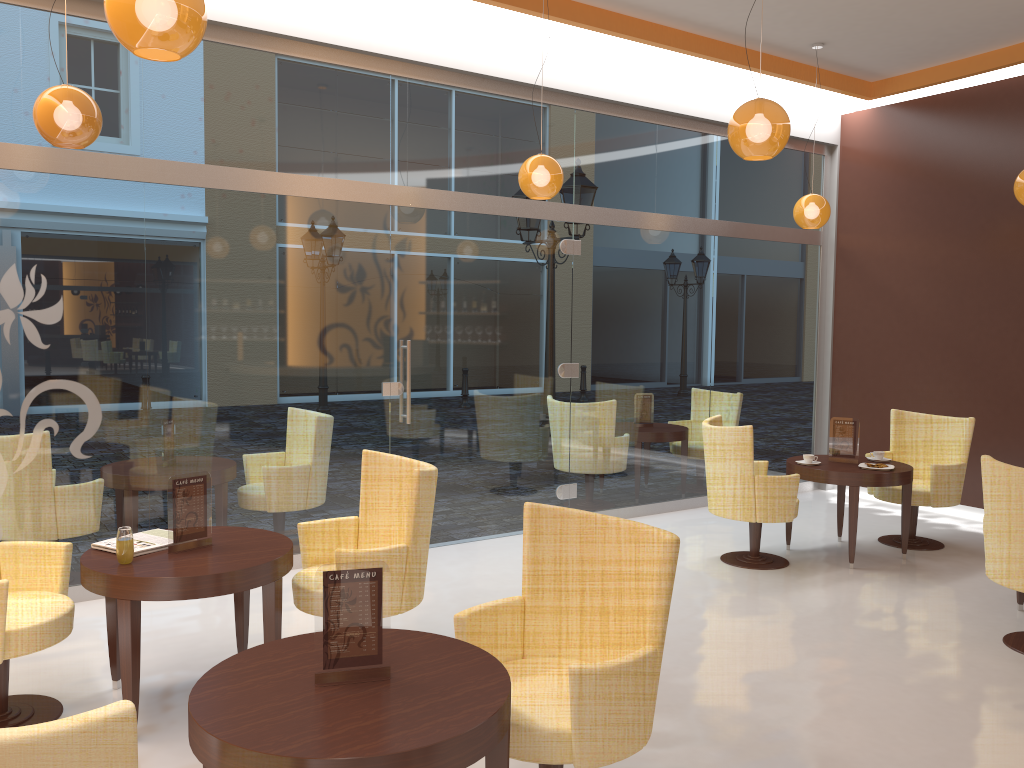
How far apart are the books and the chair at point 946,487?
5.23m

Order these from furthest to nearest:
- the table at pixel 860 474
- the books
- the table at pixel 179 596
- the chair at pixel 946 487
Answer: the chair at pixel 946 487 → the table at pixel 860 474 → the books → the table at pixel 179 596

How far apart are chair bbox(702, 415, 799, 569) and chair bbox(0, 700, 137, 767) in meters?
4.9 m

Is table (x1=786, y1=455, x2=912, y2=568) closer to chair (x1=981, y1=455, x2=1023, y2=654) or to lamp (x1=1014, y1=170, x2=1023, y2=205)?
chair (x1=981, y1=455, x2=1023, y2=654)

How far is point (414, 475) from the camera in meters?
4.0

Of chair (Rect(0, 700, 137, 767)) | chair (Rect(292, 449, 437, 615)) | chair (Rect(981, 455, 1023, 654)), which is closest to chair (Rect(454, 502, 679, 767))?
chair (Rect(292, 449, 437, 615))

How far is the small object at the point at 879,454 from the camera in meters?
6.6 m

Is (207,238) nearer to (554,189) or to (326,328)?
(326,328)

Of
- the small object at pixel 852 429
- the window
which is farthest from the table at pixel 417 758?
the small object at pixel 852 429

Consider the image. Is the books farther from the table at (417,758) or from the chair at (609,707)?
the chair at (609,707)
